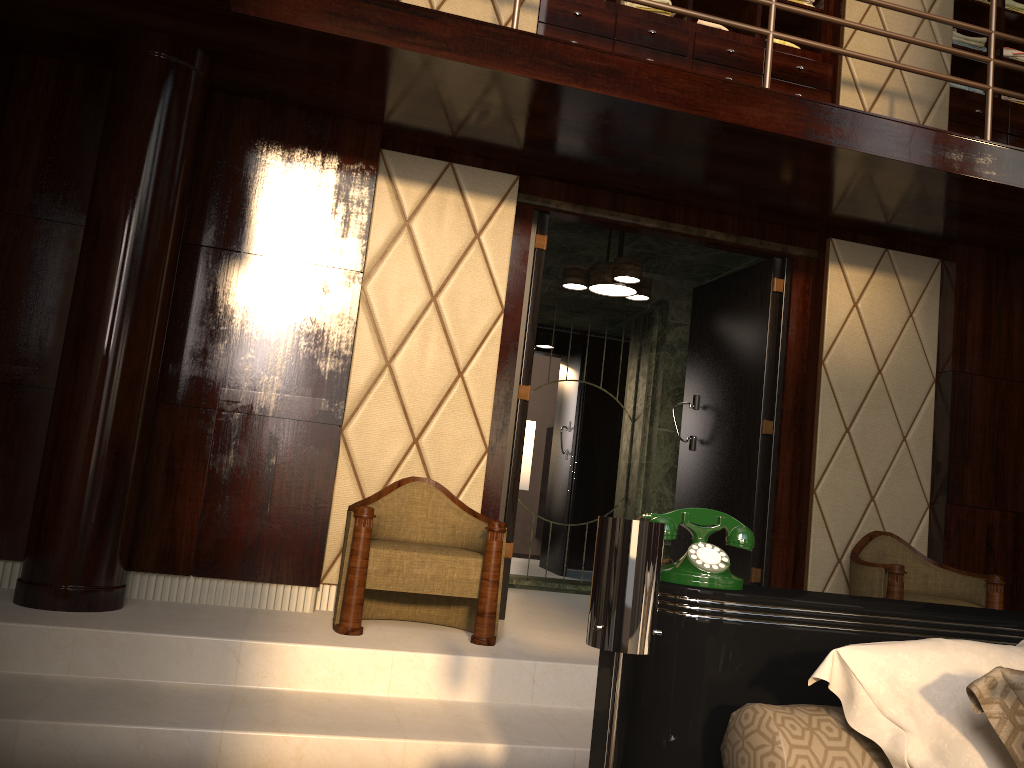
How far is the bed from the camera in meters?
1.4 m

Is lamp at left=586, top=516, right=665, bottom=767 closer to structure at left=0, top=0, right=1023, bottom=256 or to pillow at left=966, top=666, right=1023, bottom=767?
pillow at left=966, top=666, right=1023, bottom=767

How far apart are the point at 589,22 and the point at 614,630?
3.4 meters

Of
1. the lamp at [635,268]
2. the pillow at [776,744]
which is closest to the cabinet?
the lamp at [635,268]

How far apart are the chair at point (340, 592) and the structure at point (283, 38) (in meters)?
1.39

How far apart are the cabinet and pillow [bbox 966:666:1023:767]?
3.5m

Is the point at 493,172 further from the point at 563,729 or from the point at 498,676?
the point at 563,729

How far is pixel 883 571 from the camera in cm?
347

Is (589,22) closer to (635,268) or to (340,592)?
(635,268)

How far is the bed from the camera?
1.4m
